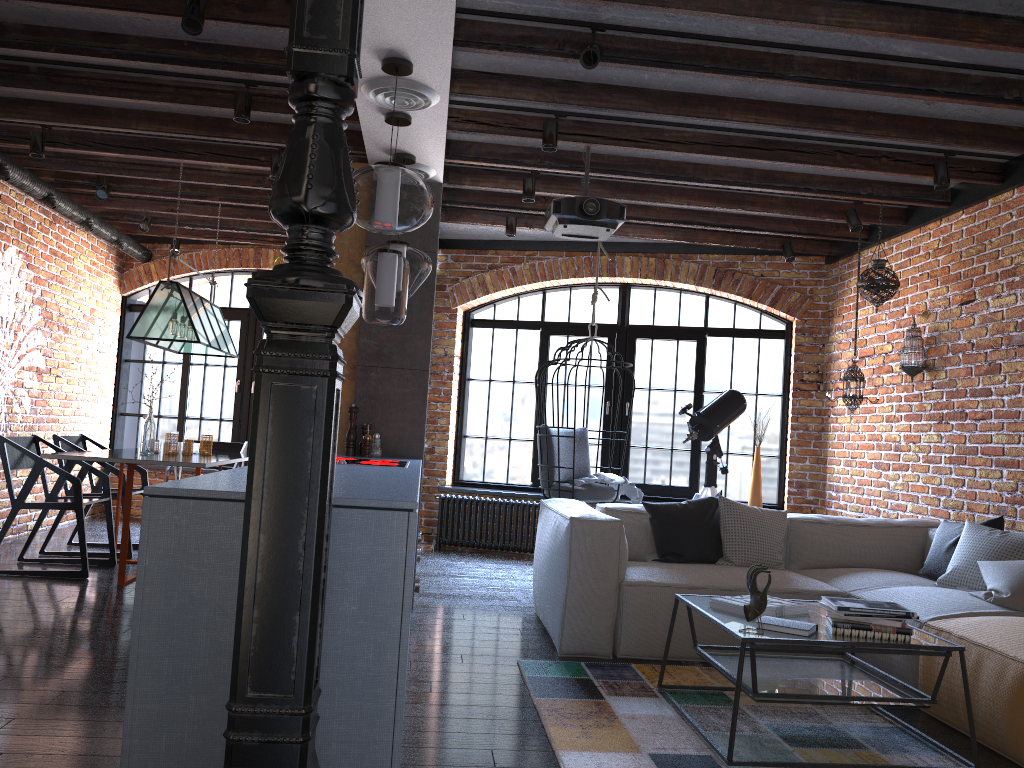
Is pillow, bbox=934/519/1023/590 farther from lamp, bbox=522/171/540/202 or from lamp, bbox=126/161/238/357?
lamp, bbox=126/161/238/357

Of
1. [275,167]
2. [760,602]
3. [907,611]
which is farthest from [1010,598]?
[275,167]

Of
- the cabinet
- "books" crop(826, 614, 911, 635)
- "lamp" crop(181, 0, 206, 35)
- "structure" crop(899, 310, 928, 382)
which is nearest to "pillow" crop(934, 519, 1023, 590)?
"books" crop(826, 614, 911, 635)

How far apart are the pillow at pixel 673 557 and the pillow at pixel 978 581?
1.1m

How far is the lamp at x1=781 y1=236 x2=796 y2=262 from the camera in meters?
6.9 m

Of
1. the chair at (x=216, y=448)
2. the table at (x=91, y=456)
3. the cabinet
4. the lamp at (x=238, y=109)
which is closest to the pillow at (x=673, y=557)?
the cabinet

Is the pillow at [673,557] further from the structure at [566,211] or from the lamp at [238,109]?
the lamp at [238,109]

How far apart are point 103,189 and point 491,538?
4.0m

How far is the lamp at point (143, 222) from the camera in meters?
7.4 m

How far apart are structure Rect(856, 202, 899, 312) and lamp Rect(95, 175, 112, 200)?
5.28m
